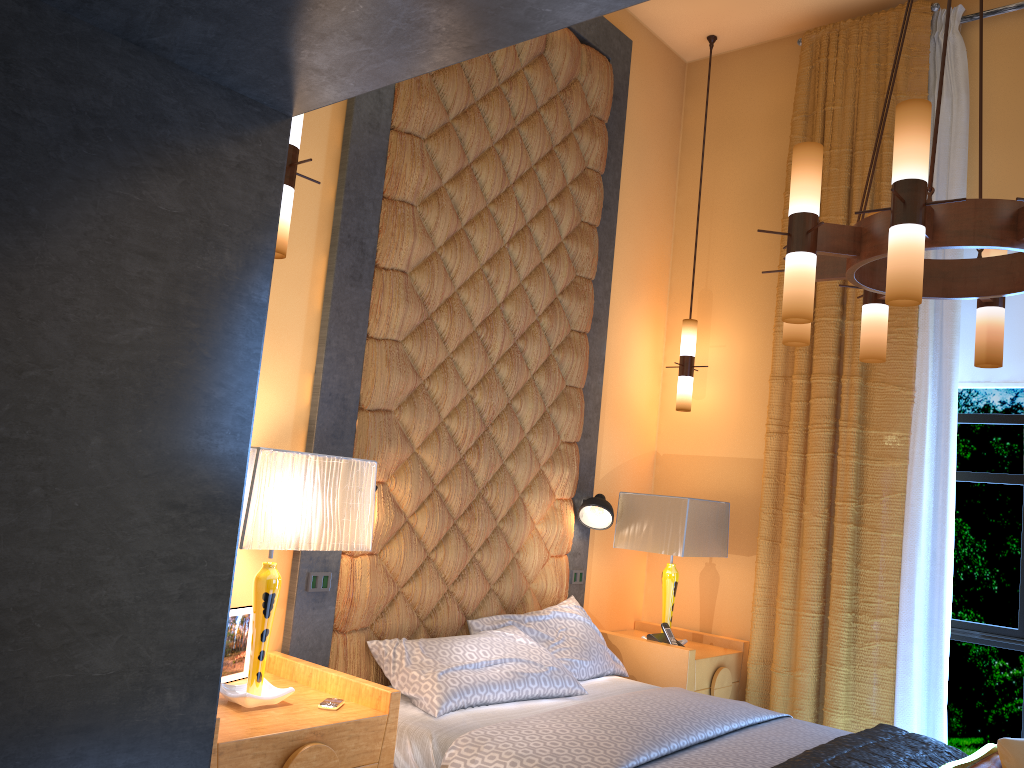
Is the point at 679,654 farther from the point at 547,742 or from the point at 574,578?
the point at 547,742

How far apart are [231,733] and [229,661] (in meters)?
0.60

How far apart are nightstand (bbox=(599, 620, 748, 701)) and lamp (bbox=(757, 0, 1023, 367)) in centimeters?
185cm

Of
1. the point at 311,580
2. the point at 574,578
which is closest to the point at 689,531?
the point at 574,578

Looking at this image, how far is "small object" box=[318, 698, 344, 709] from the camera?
2.8 meters

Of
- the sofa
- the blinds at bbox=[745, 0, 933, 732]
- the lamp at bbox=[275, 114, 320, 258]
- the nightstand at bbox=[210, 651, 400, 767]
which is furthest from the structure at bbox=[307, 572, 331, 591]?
the blinds at bbox=[745, 0, 933, 732]

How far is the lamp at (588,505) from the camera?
4.6 meters

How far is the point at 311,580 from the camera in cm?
336

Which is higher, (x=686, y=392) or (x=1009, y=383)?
(x=1009, y=383)

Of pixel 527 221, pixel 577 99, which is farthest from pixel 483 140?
pixel 577 99
